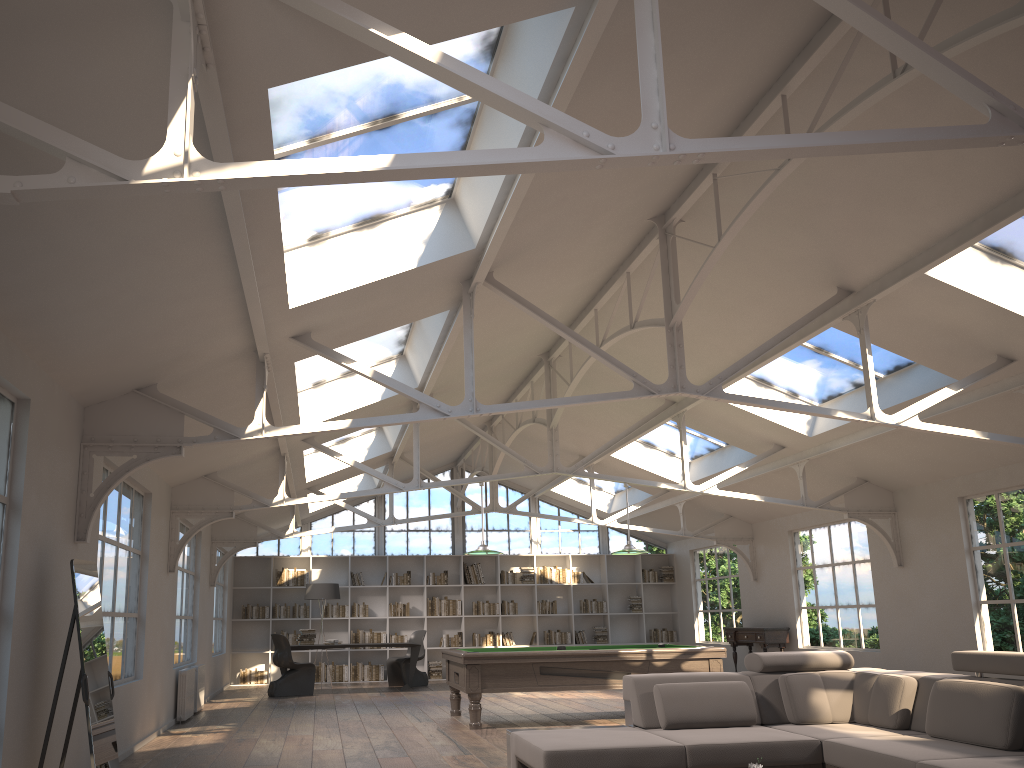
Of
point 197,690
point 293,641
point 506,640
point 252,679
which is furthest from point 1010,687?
point 252,679

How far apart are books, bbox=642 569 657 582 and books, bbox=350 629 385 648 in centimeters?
526cm

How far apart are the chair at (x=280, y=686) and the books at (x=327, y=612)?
2.79m

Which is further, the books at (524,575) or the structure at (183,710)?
the books at (524,575)

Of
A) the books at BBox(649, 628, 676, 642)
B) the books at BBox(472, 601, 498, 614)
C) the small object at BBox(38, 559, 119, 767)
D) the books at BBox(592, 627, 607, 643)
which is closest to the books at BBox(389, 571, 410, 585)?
the books at BBox(472, 601, 498, 614)

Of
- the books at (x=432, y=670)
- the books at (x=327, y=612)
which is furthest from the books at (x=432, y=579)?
the books at (x=327, y=612)

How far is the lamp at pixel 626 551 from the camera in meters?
10.1

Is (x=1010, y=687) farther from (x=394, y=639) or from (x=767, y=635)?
(x=394, y=639)

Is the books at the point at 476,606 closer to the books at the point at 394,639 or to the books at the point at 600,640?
the books at the point at 394,639

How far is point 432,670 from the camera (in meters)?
16.25
